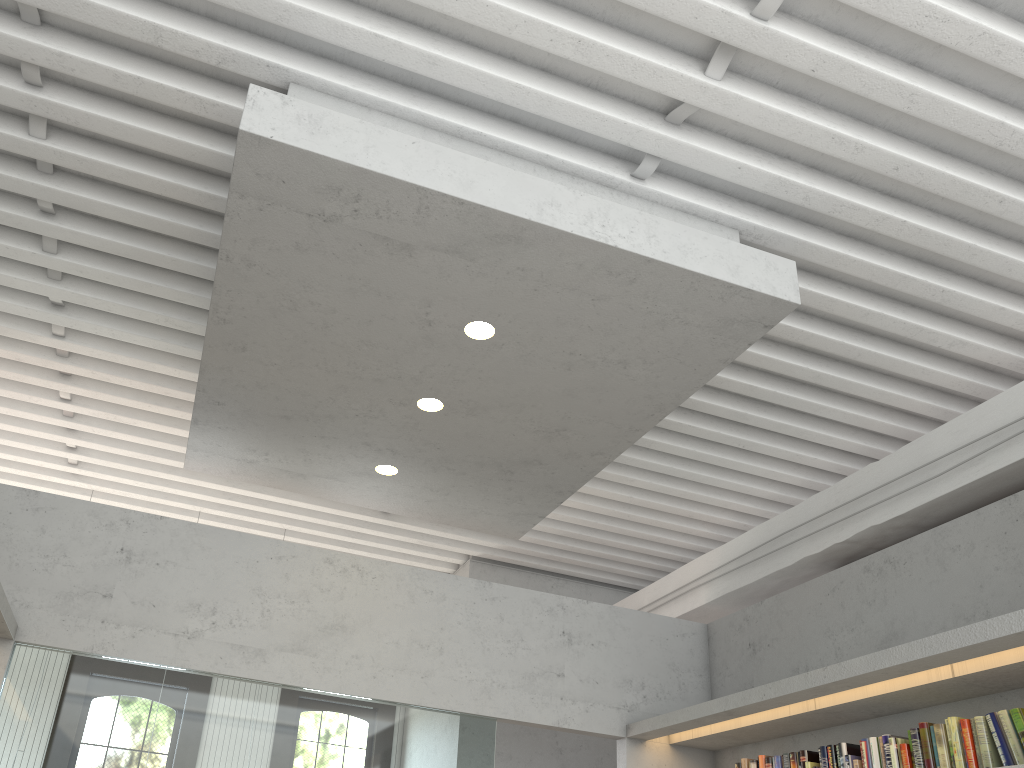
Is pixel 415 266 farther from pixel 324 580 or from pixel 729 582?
pixel 729 582

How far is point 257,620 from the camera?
4.9 meters

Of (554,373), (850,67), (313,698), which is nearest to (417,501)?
(313,698)
